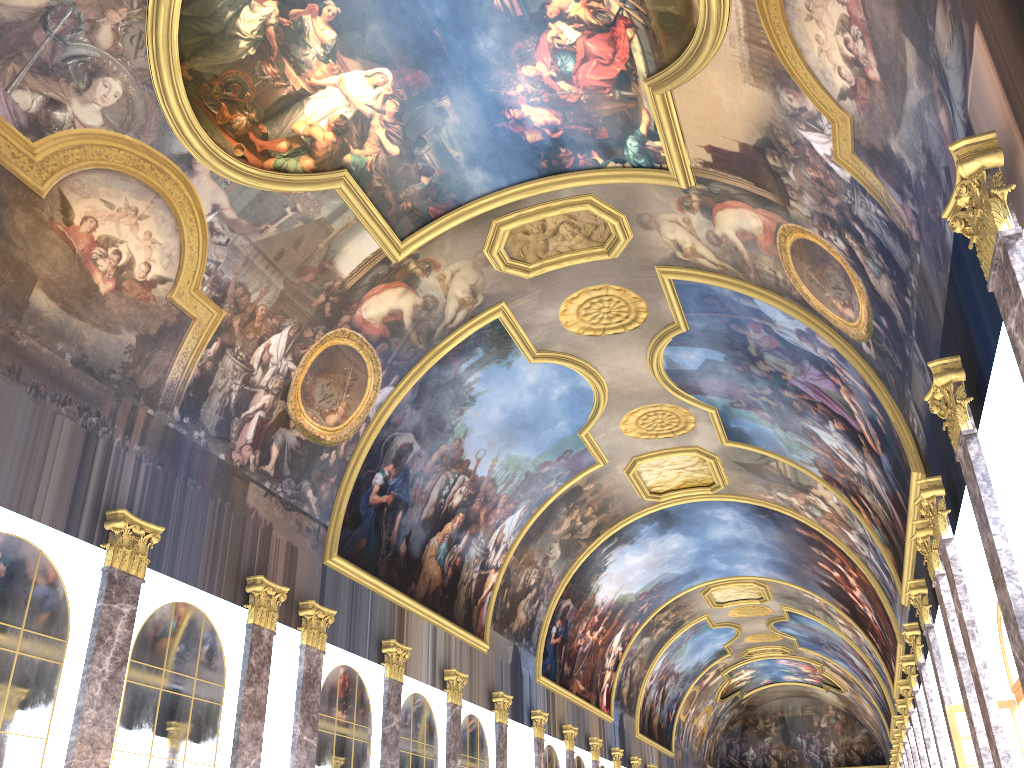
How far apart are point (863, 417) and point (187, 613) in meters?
13.2 m
